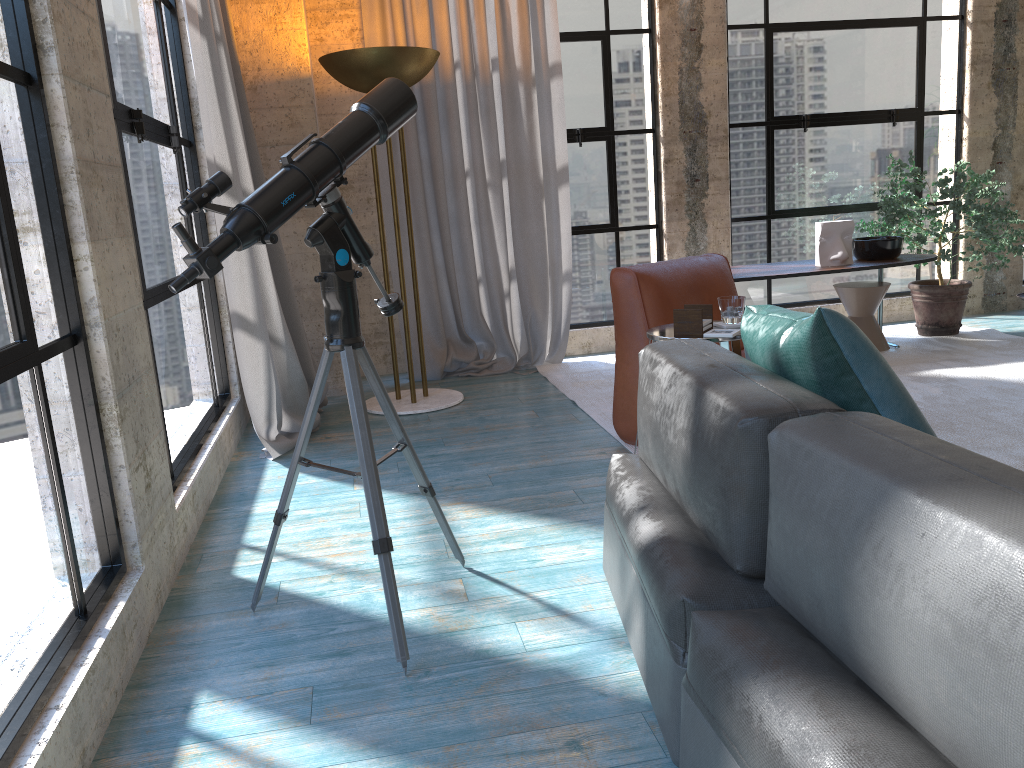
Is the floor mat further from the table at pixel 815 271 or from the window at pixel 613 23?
the table at pixel 815 271

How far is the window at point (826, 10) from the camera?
5.92m

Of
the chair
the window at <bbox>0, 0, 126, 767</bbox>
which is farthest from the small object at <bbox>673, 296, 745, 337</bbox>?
the window at <bbox>0, 0, 126, 767</bbox>

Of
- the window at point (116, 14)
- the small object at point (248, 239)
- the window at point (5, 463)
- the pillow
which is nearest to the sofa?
the pillow

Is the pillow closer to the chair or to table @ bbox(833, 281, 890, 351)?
the chair

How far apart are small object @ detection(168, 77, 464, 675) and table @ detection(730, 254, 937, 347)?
2.96m

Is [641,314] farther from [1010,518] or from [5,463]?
[1010,518]

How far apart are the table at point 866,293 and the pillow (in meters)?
3.40

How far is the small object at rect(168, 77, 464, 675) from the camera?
2.0m

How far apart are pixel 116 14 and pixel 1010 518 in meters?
3.2 m
